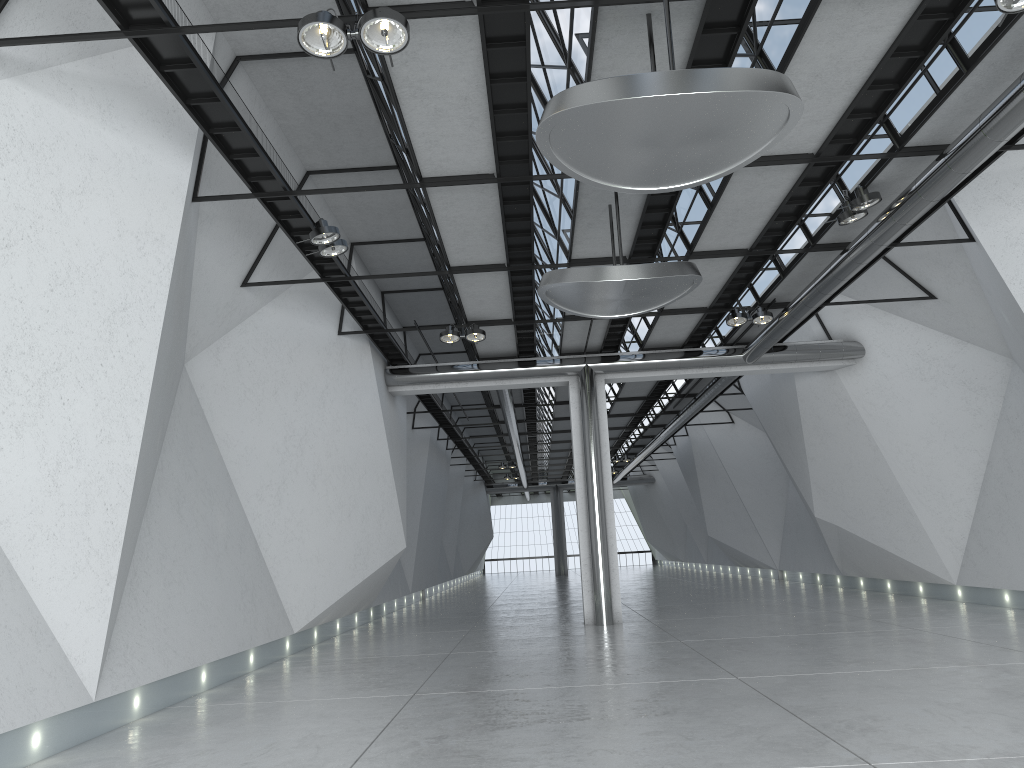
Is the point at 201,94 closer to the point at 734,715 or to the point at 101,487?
the point at 101,487

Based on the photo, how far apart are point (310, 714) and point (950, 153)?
47.8m
